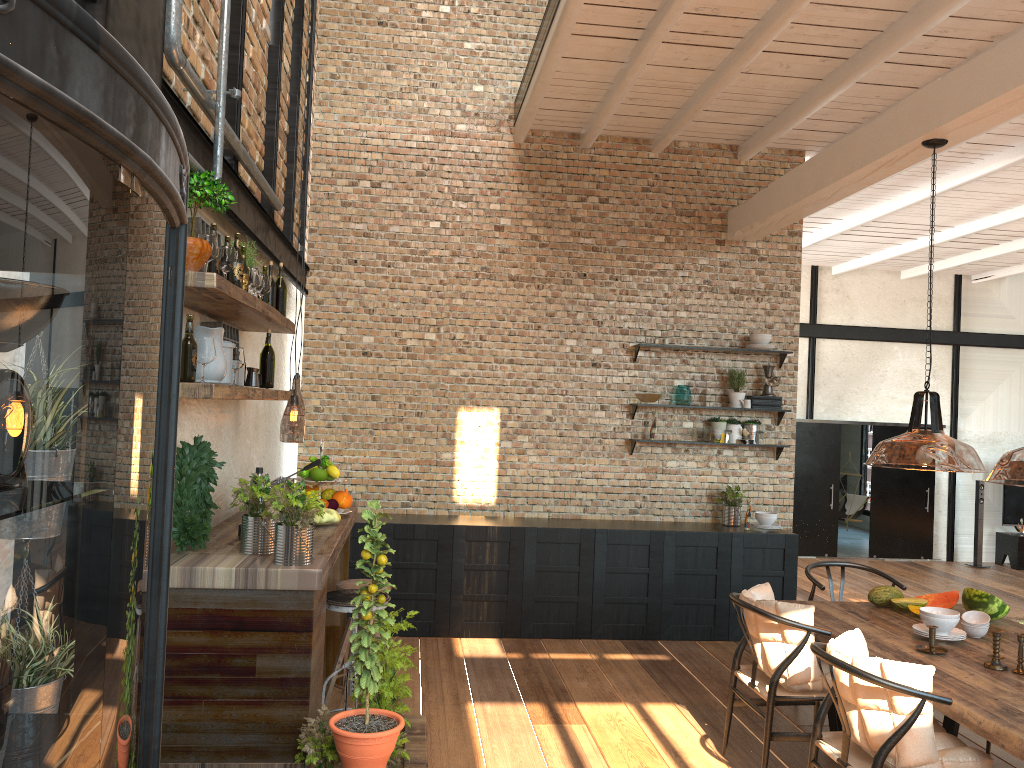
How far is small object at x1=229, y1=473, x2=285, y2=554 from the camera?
3.62m

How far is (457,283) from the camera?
7.3 meters

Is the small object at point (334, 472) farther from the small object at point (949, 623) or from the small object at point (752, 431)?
the small object at point (752, 431)

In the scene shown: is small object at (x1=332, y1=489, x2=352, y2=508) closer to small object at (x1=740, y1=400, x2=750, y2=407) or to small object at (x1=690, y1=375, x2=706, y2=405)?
small object at (x1=690, y1=375, x2=706, y2=405)

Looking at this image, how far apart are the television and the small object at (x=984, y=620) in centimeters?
1020cm

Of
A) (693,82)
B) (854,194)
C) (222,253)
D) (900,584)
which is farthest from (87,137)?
(854,194)

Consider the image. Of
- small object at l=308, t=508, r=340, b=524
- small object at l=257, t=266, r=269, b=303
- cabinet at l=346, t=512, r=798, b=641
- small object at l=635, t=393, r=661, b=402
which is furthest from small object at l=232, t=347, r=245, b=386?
small object at l=635, t=393, r=661, b=402

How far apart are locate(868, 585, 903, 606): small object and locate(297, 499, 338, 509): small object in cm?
304

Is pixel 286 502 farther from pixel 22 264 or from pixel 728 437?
pixel 728 437

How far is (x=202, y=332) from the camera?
3.4m
